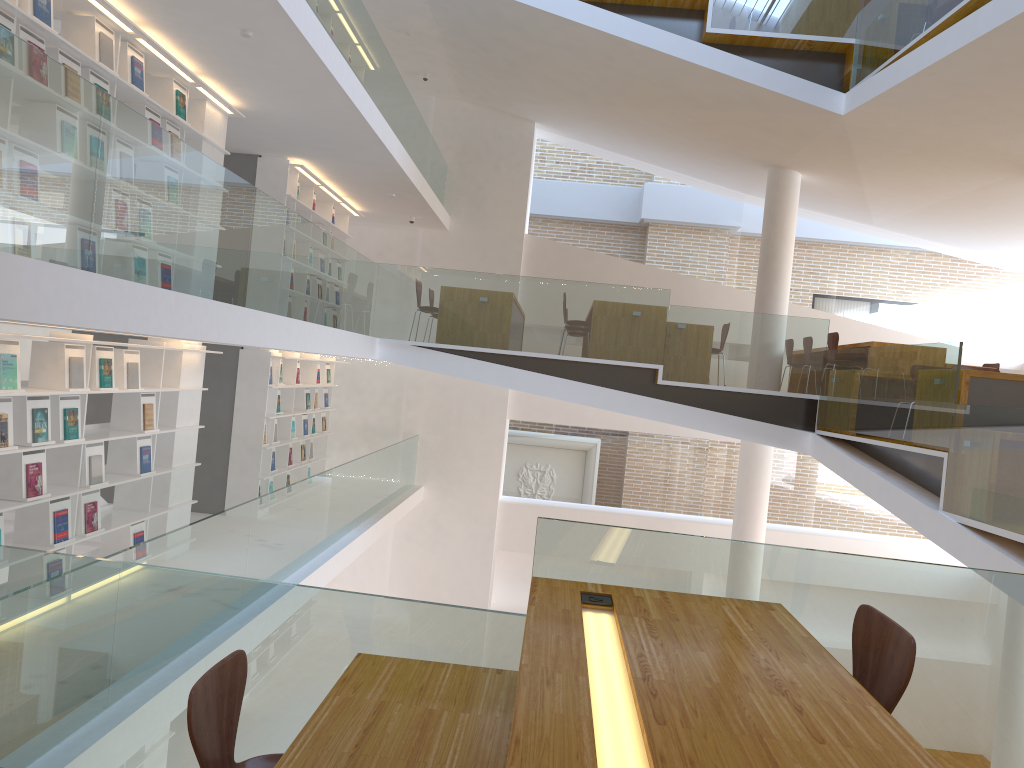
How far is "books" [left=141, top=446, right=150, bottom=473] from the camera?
6.8 meters

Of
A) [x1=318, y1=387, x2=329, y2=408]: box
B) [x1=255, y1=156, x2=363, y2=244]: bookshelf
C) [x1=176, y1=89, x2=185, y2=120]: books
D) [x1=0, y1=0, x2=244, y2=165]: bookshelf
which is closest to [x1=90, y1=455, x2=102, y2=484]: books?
[x1=0, y1=0, x2=244, y2=165]: bookshelf

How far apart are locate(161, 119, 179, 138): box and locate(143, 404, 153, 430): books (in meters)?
2.11

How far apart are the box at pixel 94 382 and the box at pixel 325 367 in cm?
586

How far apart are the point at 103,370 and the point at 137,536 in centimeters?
148cm

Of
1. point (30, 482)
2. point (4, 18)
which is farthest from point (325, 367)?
point (4, 18)

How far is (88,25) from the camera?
5.6m

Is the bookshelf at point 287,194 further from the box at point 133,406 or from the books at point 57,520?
the books at point 57,520

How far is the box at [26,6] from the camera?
4.9 meters

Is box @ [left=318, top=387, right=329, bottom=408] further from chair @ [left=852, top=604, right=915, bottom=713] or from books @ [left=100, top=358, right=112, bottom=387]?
chair @ [left=852, top=604, right=915, bottom=713]
